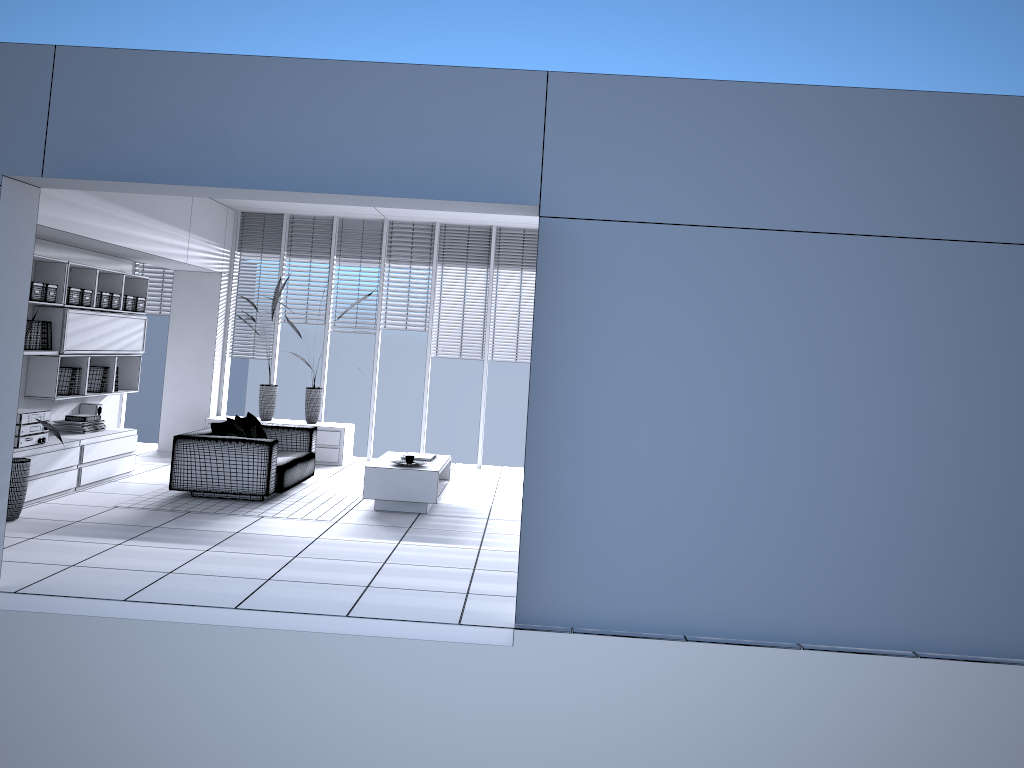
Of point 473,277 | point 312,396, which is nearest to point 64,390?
point 312,396

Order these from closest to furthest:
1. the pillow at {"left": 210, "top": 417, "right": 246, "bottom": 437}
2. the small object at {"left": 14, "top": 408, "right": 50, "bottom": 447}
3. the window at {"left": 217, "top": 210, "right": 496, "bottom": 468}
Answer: the small object at {"left": 14, "top": 408, "right": 50, "bottom": 447} < the pillow at {"left": 210, "top": 417, "right": 246, "bottom": 437} < the window at {"left": 217, "top": 210, "right": 496, "bottom": 468}

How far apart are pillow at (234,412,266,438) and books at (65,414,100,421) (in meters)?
1.37

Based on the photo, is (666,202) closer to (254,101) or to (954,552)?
(254,101)

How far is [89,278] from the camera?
8.4m

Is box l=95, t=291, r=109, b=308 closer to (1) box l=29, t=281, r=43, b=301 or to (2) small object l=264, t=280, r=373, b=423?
(1) box l=29, t=281, r=43, b=301

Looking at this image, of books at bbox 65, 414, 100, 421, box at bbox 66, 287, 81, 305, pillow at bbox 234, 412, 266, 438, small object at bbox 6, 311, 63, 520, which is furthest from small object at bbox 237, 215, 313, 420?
small object at bbox 6, 311, 63, 520

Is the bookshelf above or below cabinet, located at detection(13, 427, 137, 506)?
above

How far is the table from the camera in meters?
7.8 m

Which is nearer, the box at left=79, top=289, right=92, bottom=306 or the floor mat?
the floor mat
